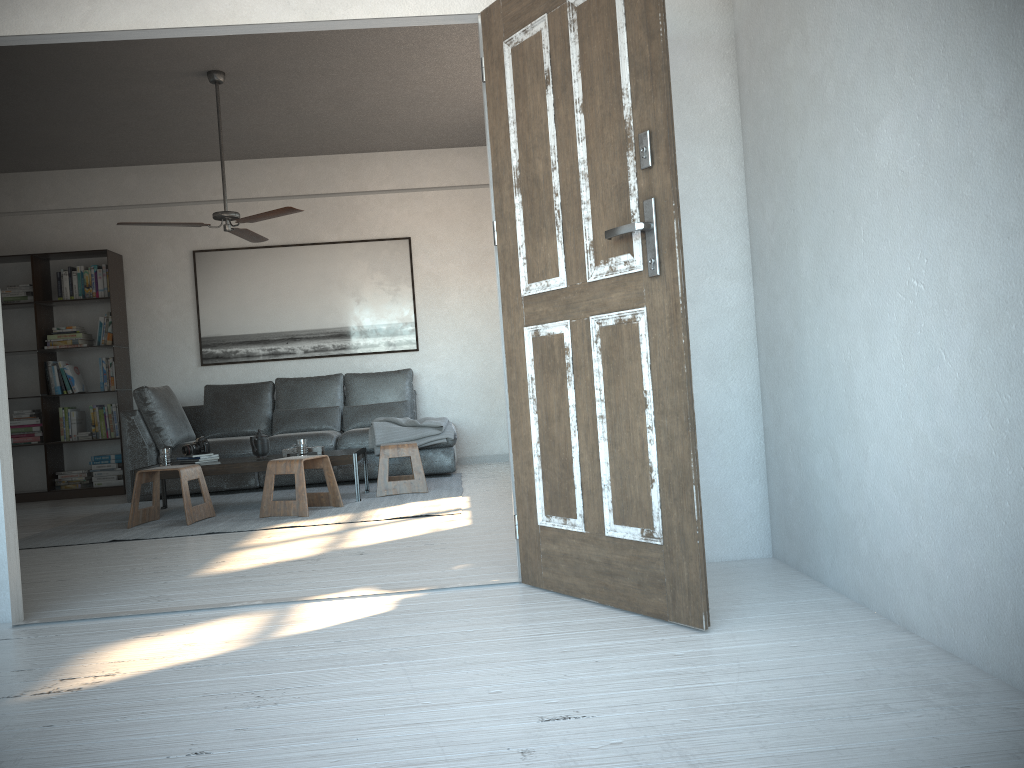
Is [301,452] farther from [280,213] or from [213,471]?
[280,213]

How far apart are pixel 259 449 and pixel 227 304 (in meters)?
2.45

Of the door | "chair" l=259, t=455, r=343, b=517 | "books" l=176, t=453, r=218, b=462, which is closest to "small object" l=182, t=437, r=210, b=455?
"books" l=176, t=453, r=218, b=462

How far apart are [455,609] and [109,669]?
1.00m

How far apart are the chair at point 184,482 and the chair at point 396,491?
1.09m

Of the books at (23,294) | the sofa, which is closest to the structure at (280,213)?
the sofa

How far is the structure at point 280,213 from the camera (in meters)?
5.60

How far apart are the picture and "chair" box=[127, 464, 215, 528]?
2.6m

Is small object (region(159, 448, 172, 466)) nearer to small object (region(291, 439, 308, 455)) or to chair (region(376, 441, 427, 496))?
small object (region(291, 439, 308, 455))

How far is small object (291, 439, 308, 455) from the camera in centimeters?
581cm
